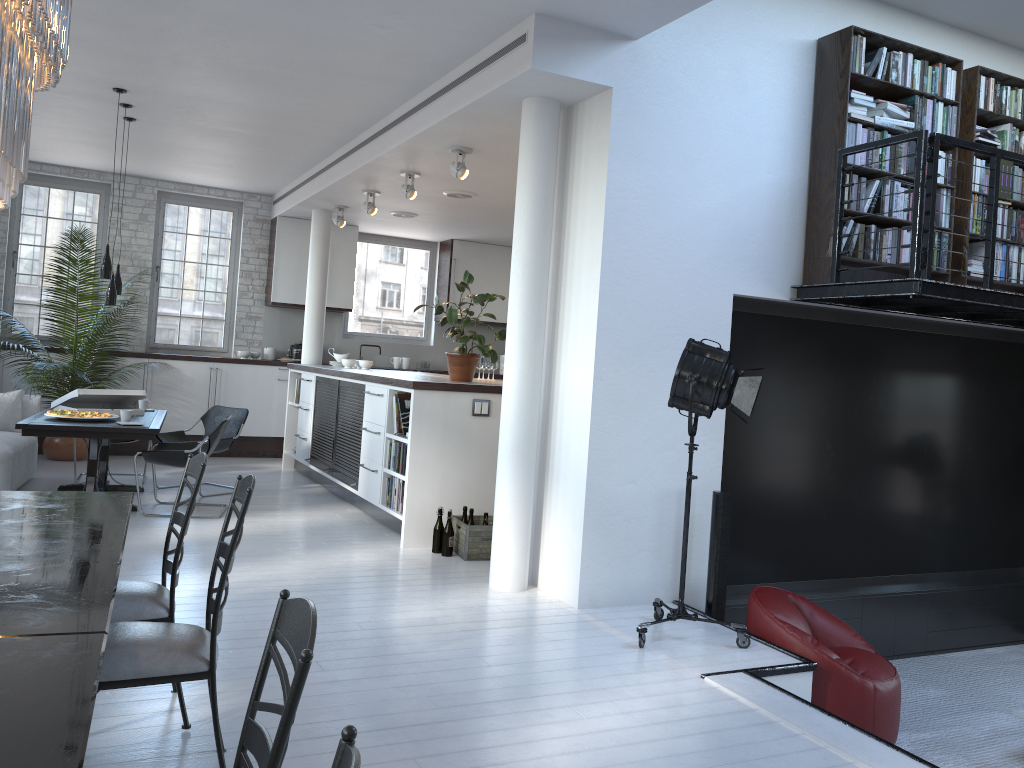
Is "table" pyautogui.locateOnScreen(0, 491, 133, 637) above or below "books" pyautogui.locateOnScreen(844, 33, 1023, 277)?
below

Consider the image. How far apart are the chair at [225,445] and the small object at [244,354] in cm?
242

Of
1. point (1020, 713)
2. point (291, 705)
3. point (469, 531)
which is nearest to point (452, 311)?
point (469, 531)

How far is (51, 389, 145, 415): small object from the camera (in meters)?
7.39

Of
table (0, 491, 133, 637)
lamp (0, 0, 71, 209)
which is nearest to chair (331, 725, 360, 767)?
table (0, 491, 133, 637)

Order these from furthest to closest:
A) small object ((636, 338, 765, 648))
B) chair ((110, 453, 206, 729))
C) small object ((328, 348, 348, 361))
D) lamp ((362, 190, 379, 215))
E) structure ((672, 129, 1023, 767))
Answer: small object ((328, 348, 348, 361)) → lamp ((362, 190, 379, 215)) → structure ((672, 129, 1023, 767)) → small object ((636, 338, 765, 648)) → chair ((110, 453, 206, 729))

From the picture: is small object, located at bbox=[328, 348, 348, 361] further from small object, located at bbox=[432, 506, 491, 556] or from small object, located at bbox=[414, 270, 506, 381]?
small object, located at bbox=[432, 506, 491, 556]

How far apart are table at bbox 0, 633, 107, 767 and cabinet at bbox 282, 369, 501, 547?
4.36m

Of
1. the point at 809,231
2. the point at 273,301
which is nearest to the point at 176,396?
the point at 273,301

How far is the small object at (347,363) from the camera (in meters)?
9.40
